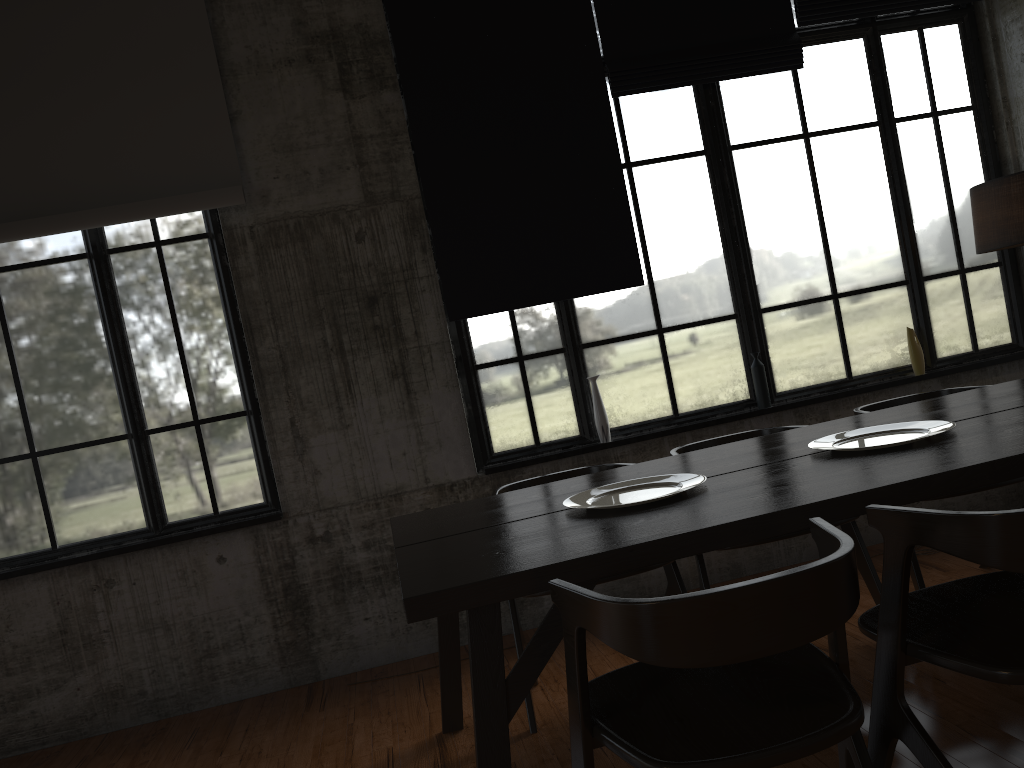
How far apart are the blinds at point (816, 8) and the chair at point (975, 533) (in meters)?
3.99

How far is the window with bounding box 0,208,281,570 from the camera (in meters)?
4.93

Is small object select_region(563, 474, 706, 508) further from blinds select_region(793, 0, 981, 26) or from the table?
blinds select_region(793, 0, 981, 26)

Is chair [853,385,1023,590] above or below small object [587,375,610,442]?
below

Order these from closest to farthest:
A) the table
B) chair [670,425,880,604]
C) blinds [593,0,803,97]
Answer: the table < chair [670,425,880,604] < blinds [593,0,803,97]

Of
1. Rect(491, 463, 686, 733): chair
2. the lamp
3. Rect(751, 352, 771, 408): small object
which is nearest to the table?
Rect(491, 463, 686, 733): chair

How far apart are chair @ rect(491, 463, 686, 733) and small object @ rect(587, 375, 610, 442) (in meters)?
0.89

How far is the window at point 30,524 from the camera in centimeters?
493cm

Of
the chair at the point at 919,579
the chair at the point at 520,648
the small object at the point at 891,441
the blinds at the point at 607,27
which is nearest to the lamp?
the chair at the point at 919,579

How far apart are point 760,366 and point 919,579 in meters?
1.7 m
